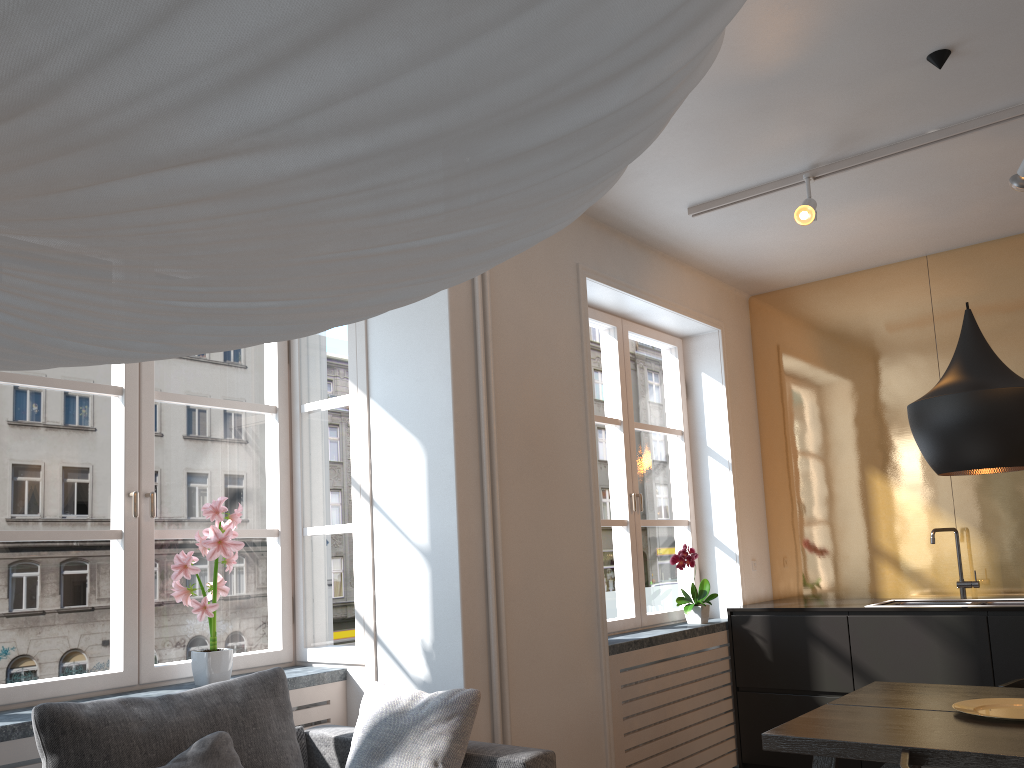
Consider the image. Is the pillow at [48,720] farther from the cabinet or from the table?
the cabinet

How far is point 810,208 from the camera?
3.63m

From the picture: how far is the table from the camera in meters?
2.2

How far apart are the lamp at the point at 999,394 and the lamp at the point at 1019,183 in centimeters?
94cm

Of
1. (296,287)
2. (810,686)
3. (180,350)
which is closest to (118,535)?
(180,350)

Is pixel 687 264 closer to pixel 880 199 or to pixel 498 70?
pixel 880 199

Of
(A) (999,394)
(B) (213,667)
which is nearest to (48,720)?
(B) (213,667)

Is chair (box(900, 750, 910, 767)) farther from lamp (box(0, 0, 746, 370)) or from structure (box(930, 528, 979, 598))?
structure (box(930, 528, 979, 598))

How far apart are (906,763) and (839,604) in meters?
2.6

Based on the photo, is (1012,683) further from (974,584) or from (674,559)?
(674,559)
